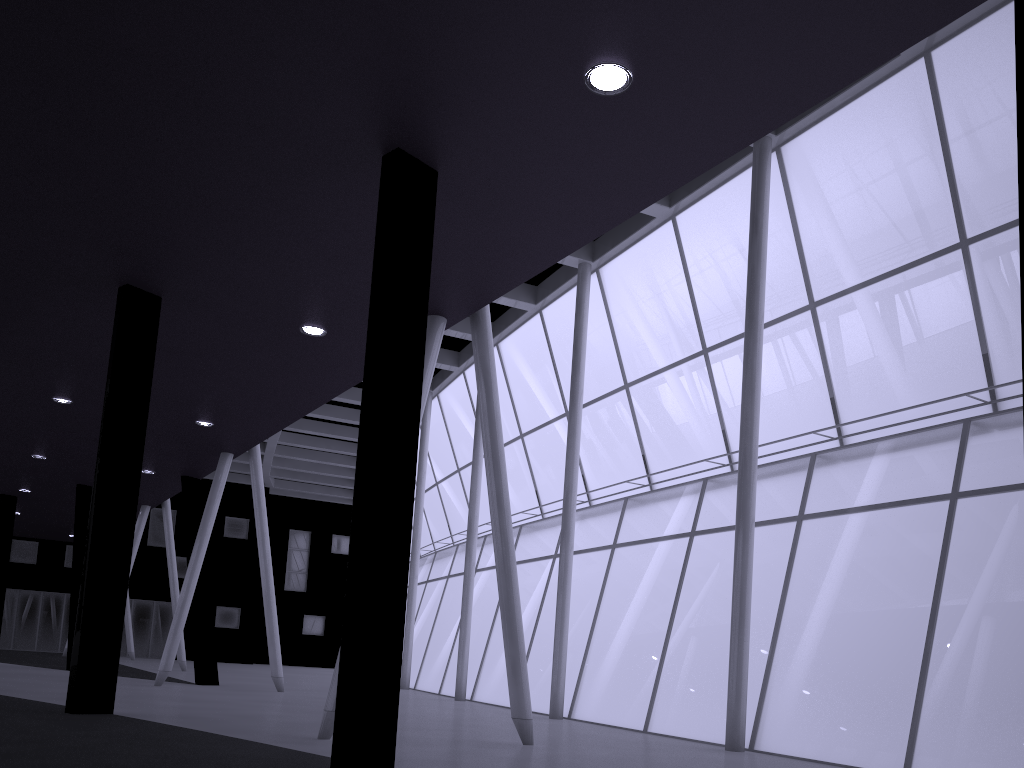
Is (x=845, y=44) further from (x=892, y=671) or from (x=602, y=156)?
(x=892, y=671)
